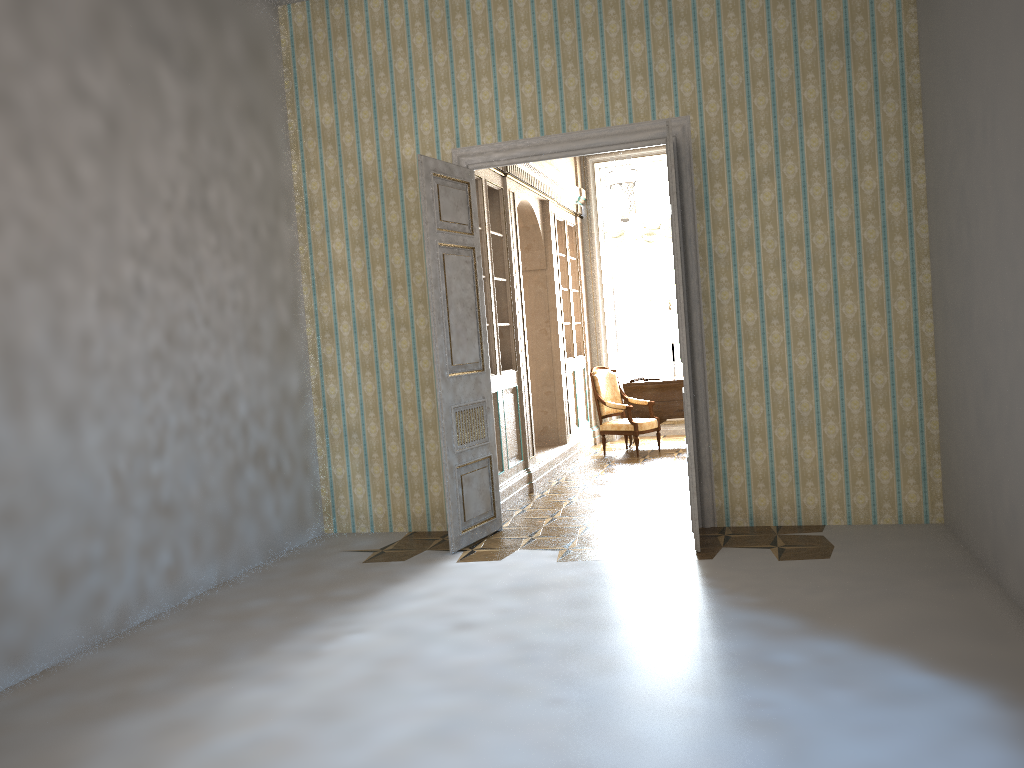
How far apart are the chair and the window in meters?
1.7

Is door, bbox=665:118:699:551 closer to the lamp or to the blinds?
the lamp

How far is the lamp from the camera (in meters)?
8.30

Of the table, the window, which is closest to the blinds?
the window

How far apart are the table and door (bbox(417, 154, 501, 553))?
4.4m

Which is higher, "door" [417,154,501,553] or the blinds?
the blinds

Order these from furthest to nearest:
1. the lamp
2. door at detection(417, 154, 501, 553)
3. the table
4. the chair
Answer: the table < the chair < the lamp < door at detection(417, 154, 501, 553)

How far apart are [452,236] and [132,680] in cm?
342

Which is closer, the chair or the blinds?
the chair

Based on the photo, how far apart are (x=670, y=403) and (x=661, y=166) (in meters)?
3.17
